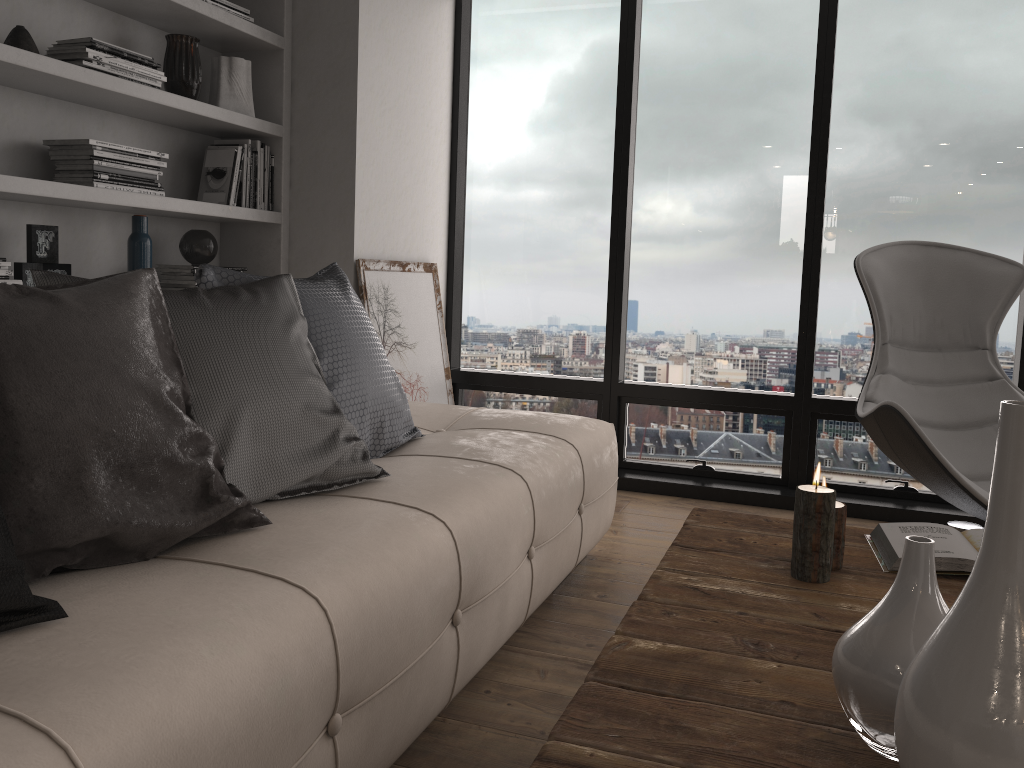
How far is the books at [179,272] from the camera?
3.1m

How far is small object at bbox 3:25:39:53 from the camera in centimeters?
245cm

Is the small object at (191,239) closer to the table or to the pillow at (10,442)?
the pillow at (10,442)

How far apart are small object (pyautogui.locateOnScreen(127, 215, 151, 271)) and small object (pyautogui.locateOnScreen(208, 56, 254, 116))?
0.6 meters

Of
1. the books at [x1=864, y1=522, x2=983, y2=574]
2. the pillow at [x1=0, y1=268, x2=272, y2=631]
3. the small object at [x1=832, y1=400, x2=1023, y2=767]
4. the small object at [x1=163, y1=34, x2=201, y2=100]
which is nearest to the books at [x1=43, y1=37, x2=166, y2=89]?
the small object at [x1=163, y1=34, x2=201, y2=100]

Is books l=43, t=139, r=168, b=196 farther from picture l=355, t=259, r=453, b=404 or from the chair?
the chair

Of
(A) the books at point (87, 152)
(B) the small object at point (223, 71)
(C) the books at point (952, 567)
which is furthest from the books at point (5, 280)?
(C) the books at point (952, 567)

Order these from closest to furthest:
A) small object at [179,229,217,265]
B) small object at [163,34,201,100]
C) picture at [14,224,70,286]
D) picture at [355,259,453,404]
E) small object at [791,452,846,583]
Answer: small object at [791,452,846,583], picture at [14,224,70,286], small object at [163,34,201,100], small object at [179,229,217,265], picture at [355,259,453,404]

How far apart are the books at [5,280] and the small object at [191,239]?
0.8m

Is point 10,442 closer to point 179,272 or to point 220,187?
point 179,272
